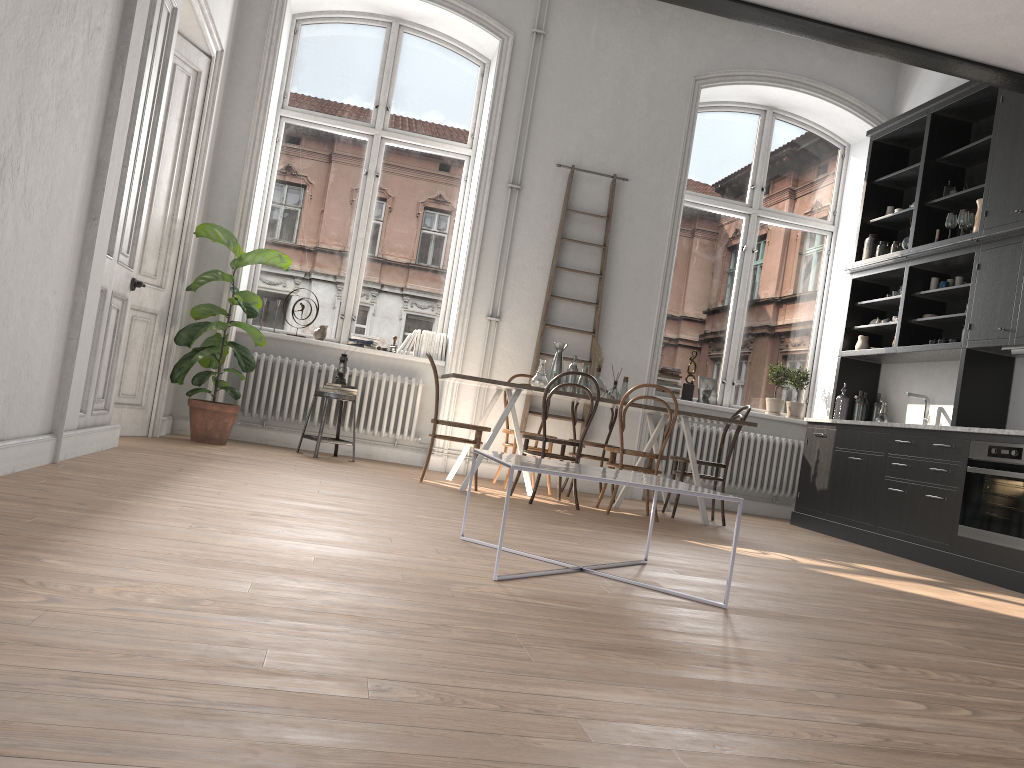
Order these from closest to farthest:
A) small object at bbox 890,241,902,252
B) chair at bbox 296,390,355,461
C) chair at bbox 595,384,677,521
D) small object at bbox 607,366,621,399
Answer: chair at bbox 595,384,677,521 → small object at bbox 607,366,621,399 → chair at bbox 296,390,355,461 → small object at bbox 890,241,902,252

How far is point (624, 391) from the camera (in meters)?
6.75

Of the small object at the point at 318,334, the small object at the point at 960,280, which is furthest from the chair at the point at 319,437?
the small object at the point at 960,280

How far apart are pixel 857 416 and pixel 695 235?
2.3m

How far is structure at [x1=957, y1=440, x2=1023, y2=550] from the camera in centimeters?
532cm

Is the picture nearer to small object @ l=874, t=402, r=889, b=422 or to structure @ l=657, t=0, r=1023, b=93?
small object @ l=874, t=402, r=889, b=422

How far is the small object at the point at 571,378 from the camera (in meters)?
6.60

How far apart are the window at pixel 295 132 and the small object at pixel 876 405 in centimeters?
393cm

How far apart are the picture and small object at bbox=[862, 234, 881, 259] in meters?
1.7

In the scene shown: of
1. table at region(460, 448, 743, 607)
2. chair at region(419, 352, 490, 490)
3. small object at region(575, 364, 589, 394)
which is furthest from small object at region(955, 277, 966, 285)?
table at region(460, 448, 743, 607)
